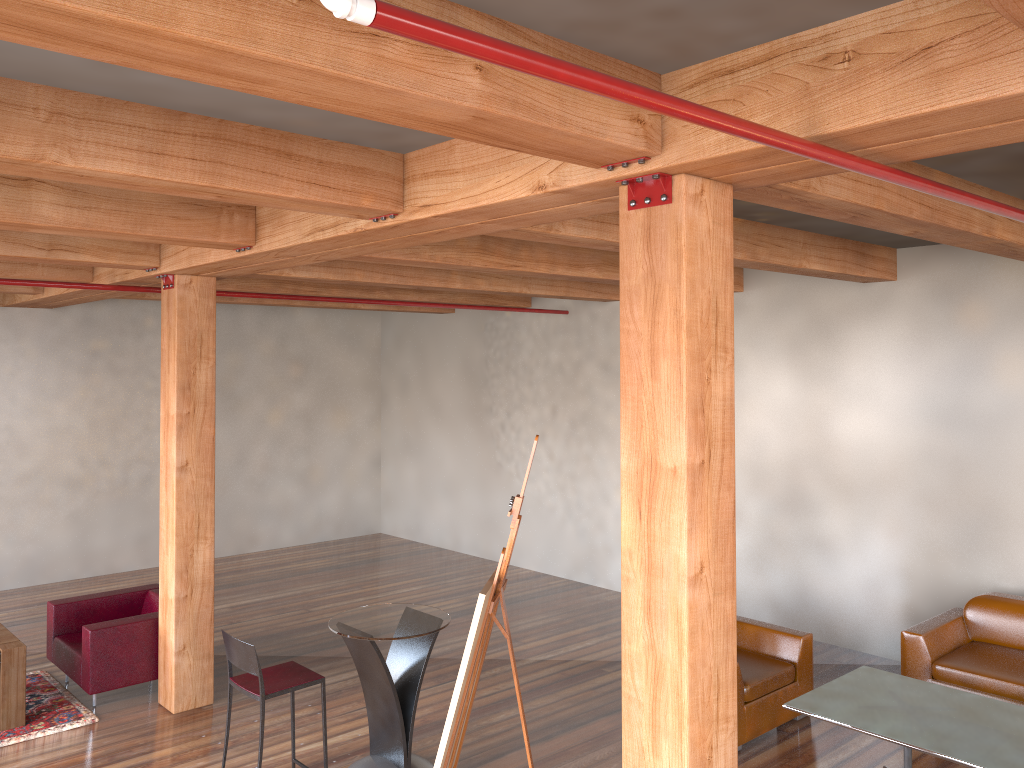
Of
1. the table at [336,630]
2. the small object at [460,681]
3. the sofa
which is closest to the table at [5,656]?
the table at [336,630]

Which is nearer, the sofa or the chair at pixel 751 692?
the chair at pixel 751 692

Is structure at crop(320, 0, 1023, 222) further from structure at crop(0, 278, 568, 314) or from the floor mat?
the floor mat

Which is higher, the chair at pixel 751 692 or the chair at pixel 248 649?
the chair at pixel 248 649

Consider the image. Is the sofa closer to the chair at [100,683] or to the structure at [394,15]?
the structure at [394,15]

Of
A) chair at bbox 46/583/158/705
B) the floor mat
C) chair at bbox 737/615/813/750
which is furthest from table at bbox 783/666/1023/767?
the floor mat

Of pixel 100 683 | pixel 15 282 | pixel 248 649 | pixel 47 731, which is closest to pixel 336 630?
pixel 248 649

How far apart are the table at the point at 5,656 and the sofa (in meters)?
6.11

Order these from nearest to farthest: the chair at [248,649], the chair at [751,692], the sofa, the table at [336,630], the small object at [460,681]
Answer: the small object at [460,681]
the chair at [248,649]
the table at [336,630]
the chair at [751,692]
the sofa

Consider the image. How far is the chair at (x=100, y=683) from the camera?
6.3 meters
